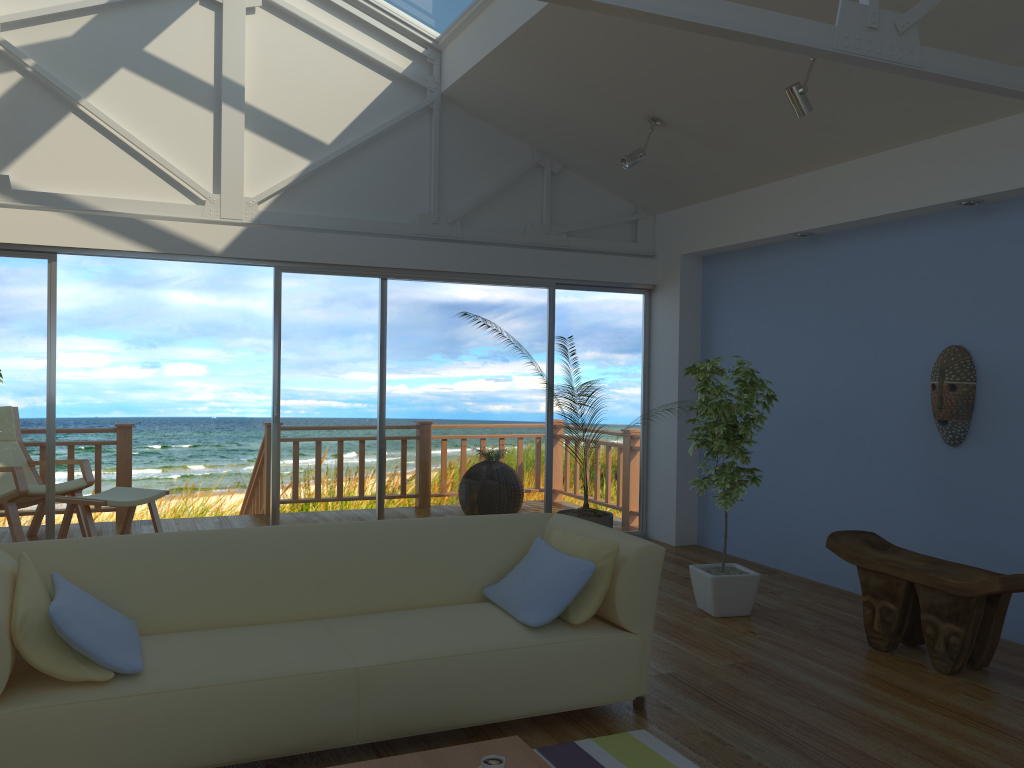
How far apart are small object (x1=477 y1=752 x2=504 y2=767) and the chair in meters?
5.0 m

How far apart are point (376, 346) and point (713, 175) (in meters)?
2.56

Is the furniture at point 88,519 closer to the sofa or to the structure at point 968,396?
the sofa

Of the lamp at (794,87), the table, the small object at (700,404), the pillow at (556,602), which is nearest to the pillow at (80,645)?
the table

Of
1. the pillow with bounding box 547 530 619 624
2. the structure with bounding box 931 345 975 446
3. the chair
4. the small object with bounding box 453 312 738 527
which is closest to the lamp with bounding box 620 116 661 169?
the structure with bounding box 931 345 975 446

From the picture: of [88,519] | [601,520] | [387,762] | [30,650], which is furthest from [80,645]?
[601,520]

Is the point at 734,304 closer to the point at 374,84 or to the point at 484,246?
the point at 484,246

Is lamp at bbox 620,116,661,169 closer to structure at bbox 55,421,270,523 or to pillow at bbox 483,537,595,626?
pillow at bbox 483,537,595,626

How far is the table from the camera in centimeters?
245cm

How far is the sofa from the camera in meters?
2.6 m
